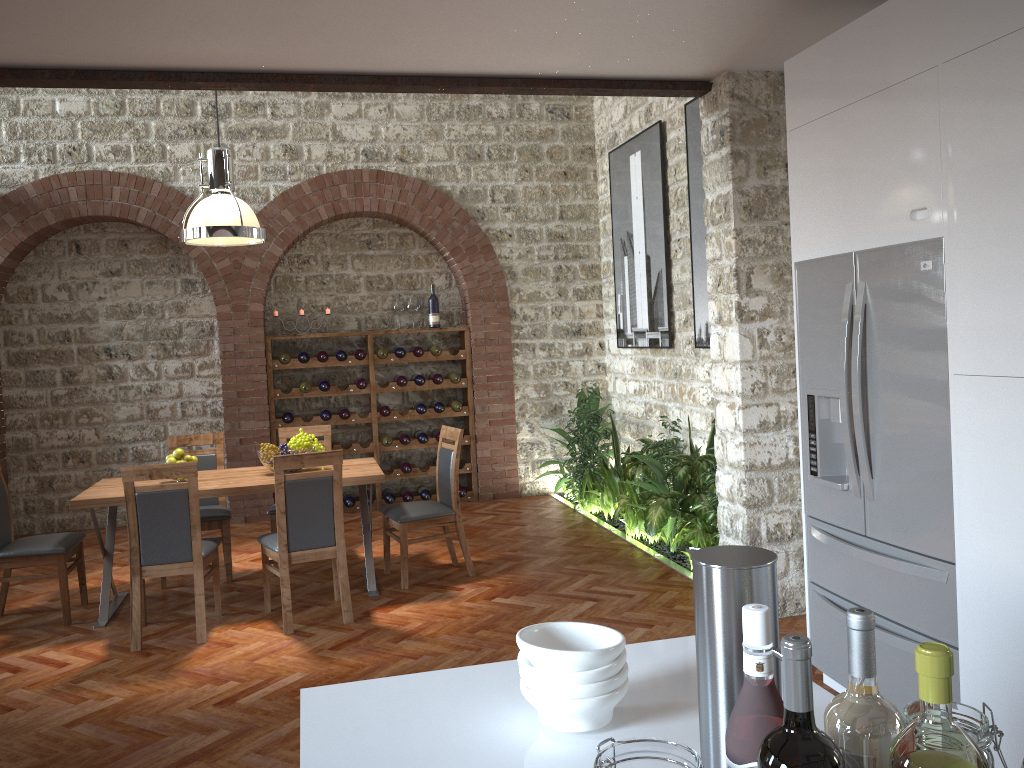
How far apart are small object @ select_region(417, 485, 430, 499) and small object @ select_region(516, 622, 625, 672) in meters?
7.0

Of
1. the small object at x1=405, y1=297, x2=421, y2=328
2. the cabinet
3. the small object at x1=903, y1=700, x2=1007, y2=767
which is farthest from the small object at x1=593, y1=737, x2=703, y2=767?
the small object at x1=405, y1=297, x2=421, y2=328

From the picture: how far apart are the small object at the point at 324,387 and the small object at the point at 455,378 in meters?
1.2 m

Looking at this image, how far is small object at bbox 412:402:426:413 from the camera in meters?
8.4

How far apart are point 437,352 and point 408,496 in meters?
1.4

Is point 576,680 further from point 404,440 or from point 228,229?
point 404,440

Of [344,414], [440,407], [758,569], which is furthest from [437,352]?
[758,569]

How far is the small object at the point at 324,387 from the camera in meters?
8.2

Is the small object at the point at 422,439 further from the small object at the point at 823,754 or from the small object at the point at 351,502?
the small object at the point at 823,754

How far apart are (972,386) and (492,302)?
6.1m
